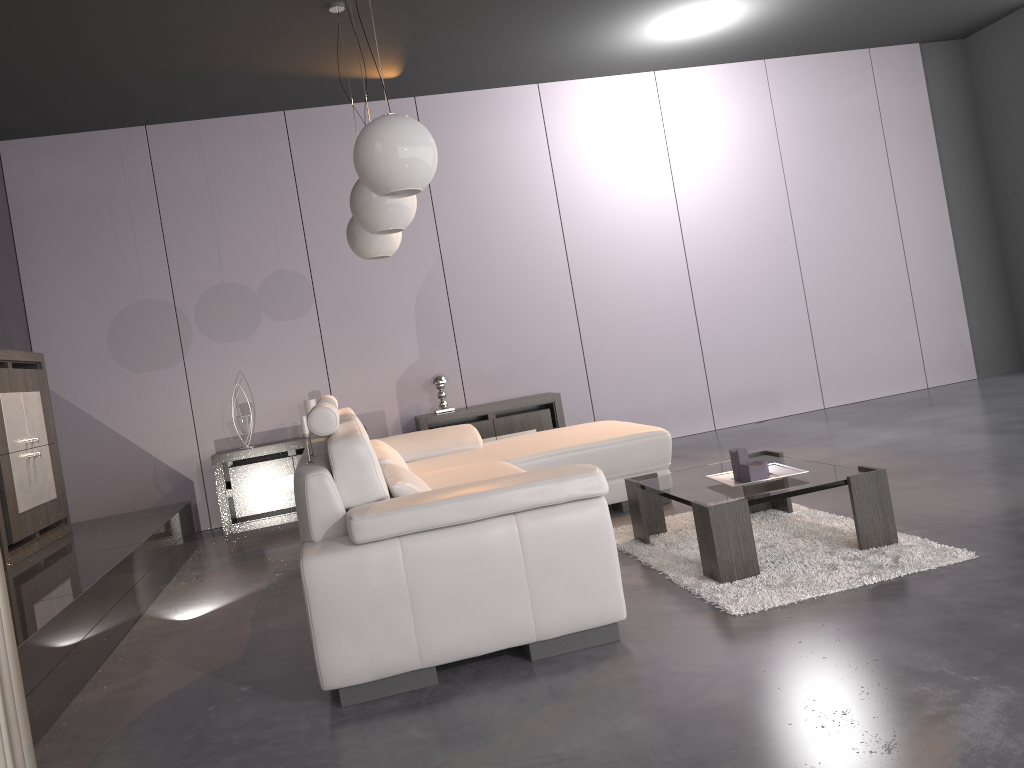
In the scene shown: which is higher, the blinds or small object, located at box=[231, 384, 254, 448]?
small object, located at box=[231, 384, 254, 448]

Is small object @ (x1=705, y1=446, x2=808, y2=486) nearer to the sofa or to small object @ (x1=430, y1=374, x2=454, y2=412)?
the sofa

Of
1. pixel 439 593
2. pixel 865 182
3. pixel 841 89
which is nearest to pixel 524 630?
pixel 439 593

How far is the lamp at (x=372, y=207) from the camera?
3.9m

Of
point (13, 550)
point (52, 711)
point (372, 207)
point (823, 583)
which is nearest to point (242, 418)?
point (13, 550)

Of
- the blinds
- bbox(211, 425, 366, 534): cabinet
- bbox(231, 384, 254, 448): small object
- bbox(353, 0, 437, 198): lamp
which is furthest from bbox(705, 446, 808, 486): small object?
bbox(231, 384, 254, 448): small object

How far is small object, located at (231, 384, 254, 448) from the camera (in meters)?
6.29

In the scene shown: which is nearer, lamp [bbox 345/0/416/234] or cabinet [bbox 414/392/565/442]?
lamp [bbox 345/0/416/234]

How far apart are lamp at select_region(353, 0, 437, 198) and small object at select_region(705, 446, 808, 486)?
1.6 meters

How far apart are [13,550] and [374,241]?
2.4m
